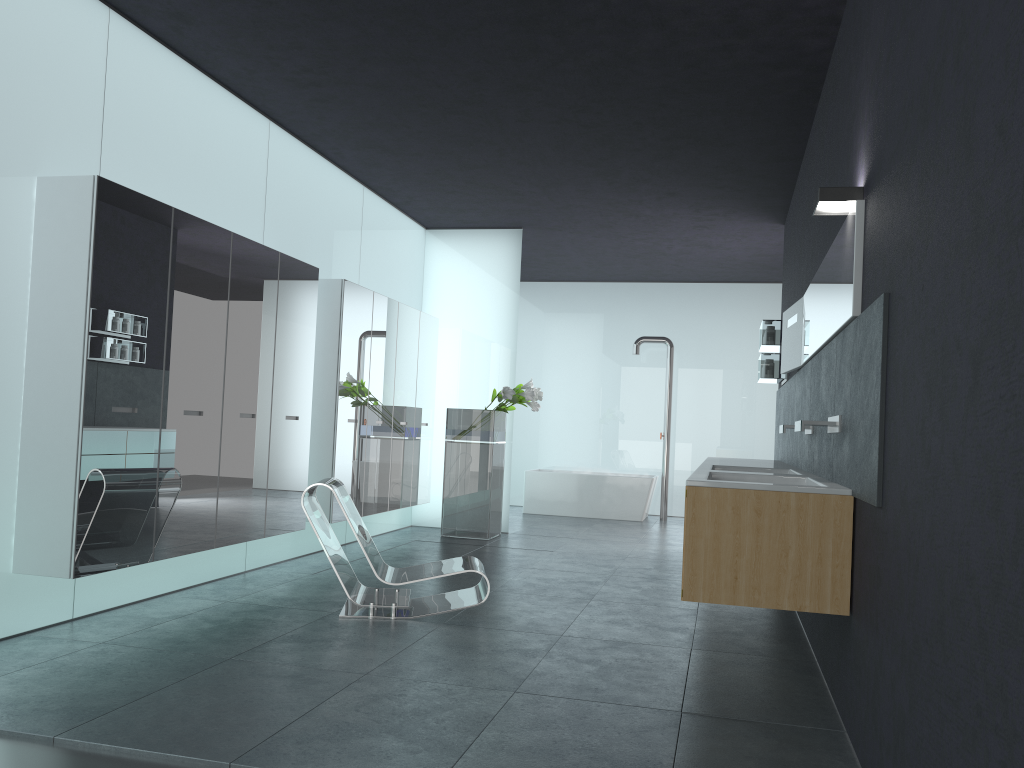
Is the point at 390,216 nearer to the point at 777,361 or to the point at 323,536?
the point at 777,361

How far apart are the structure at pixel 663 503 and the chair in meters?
7.5 m

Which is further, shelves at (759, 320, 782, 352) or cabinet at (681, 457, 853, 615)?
shelves at (759, 320, 782, 352)

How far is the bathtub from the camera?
13.1m

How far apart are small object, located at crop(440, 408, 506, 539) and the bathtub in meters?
3.0 m

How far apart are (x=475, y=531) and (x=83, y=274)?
6.1 meters

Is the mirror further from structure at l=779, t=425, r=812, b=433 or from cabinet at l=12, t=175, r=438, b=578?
cabinet at l=12, t=175, r=438, b=578

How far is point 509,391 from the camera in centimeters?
990cm

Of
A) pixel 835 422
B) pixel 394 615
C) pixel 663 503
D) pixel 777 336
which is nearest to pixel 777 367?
pixel 777 336

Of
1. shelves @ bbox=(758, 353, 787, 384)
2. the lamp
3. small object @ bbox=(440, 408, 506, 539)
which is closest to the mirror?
the lamp
